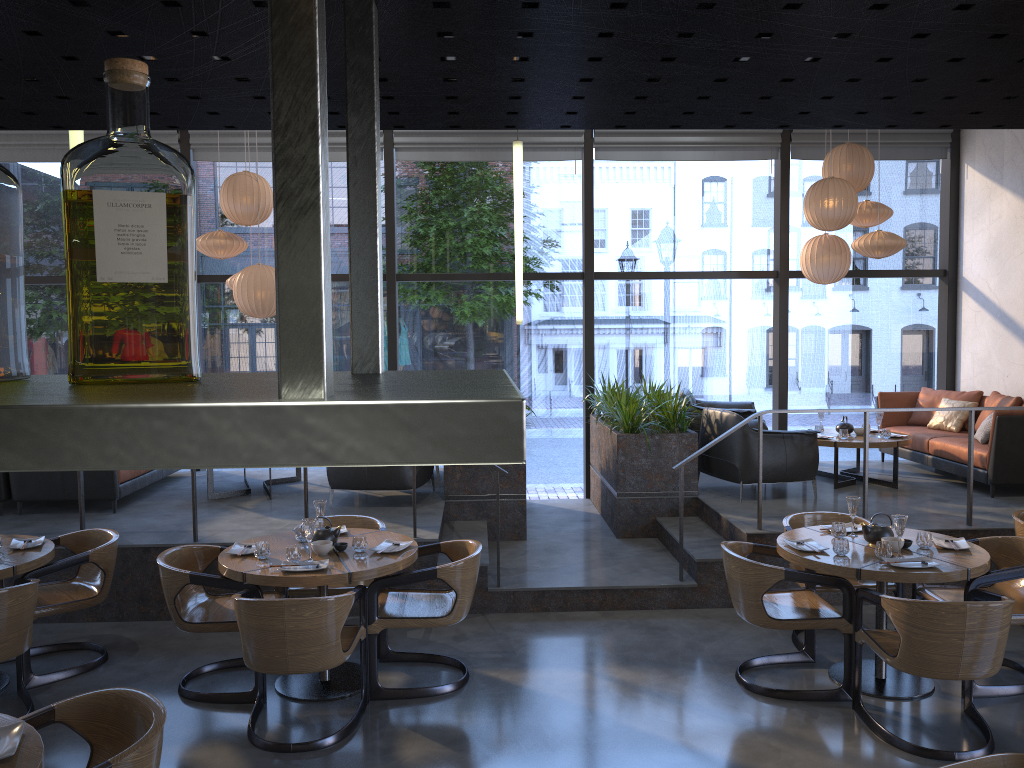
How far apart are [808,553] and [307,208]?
4.71m

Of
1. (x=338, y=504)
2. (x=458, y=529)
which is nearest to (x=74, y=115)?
(x=458, y=529)

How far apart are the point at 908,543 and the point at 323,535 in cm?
323

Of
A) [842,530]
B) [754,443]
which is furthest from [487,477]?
[842,530]

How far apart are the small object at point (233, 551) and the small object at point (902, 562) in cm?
344

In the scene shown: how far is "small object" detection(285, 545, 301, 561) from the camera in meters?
4.7

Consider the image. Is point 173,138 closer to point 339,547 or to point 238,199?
point 238,199

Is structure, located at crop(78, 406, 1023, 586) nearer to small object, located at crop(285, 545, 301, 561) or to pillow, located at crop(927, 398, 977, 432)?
pillow, located at crop(927, 398, 977, 432)

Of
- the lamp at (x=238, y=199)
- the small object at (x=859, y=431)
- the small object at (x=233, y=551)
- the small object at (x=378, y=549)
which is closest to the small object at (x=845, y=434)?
the small object at (x=859, y=431)

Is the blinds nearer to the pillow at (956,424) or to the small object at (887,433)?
the pillow at (956,424)
